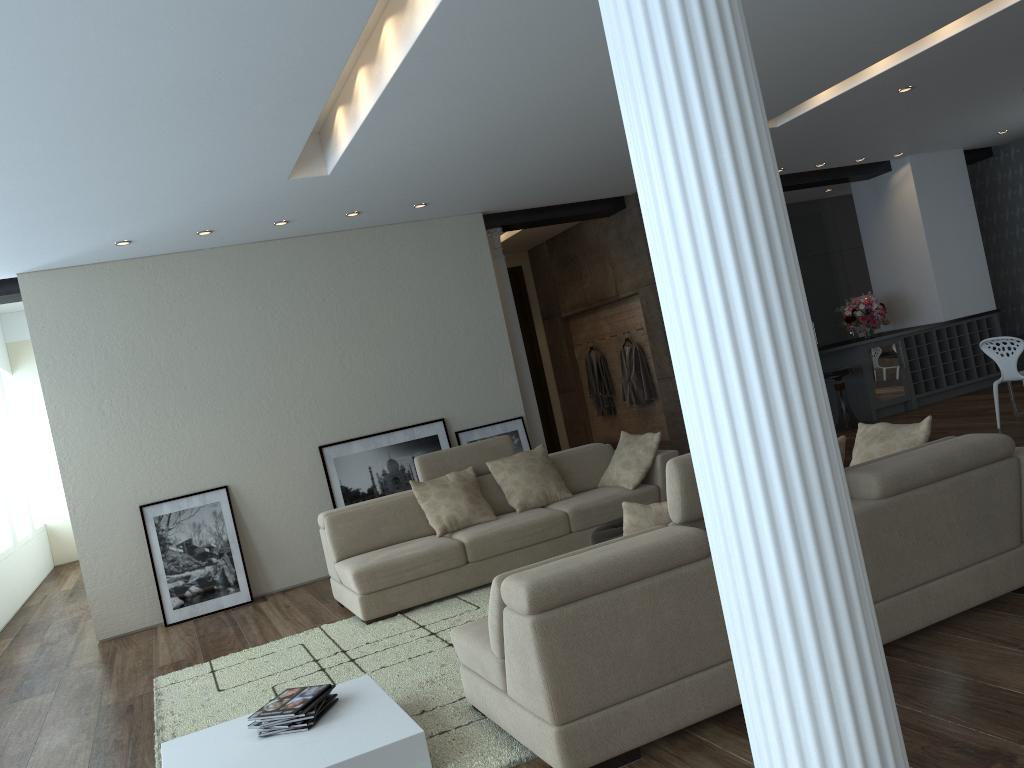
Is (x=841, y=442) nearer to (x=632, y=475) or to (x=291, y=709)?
(x=291, y=709)

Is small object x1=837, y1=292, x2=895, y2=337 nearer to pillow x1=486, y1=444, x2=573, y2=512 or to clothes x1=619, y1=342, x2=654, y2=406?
clothes x1=619, y1=342, x2=654, y2=406

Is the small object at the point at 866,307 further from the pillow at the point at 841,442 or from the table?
the table

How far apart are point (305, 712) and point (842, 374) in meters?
7.9

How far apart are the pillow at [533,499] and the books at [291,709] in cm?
290

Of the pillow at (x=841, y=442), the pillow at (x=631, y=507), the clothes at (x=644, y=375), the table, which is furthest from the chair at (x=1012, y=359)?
the table

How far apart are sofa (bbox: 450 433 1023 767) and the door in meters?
8.0 m

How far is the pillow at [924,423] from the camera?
4.3 meters

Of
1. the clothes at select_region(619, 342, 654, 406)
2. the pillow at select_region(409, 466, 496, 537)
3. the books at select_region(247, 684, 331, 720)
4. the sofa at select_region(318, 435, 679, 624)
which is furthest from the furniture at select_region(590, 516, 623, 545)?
the clothes at select_region(619, 342, 654, 406)

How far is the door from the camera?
11.88m
